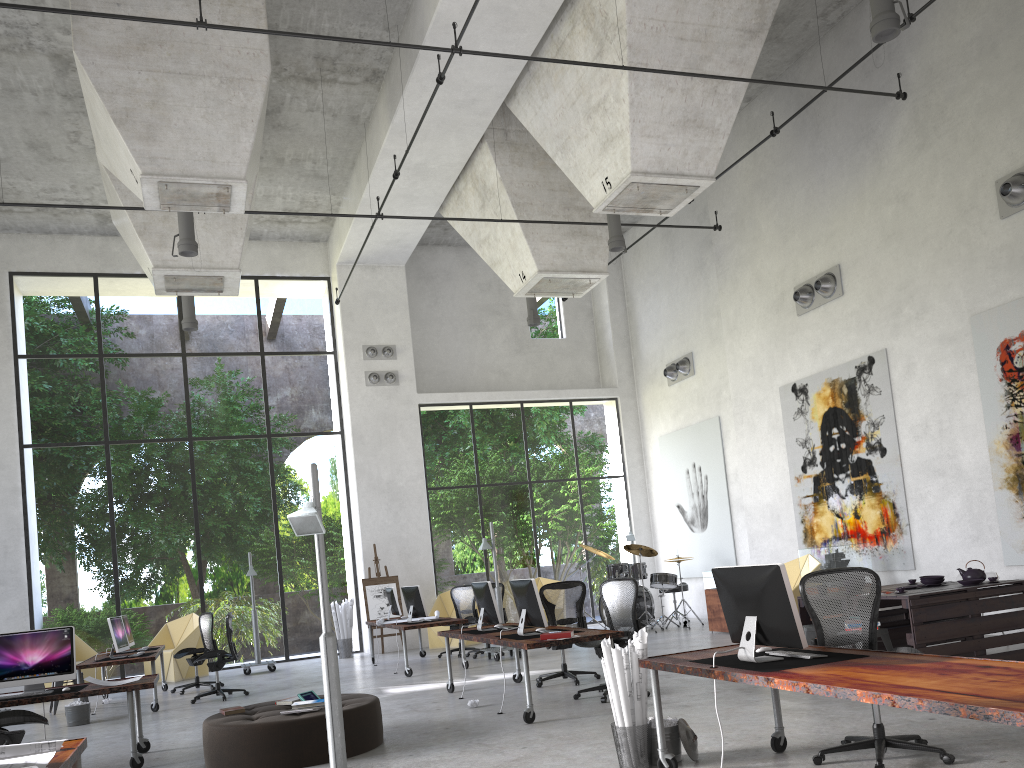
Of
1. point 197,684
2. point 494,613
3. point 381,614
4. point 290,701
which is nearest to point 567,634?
point 494,613

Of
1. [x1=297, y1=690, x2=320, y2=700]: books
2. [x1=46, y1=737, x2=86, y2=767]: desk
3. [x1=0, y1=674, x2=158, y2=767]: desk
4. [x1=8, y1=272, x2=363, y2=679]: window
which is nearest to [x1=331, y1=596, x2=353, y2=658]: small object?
[x1=8, y1=272, x2=363, y2=679]: window

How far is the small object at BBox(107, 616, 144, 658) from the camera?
11.37m

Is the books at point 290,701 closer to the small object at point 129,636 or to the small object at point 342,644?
the small object at point 129,636

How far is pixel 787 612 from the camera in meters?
4.7 m

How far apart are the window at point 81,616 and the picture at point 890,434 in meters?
8.7 m

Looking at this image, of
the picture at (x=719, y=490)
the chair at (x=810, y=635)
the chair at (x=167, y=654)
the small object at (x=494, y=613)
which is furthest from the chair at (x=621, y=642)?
the chair at (x=167, y=654)

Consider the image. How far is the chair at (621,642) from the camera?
8.65m

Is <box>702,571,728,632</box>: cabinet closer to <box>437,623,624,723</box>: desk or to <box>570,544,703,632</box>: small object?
<box>570,544,703,632</box>: small object

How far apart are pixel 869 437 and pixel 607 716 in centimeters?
673cm
